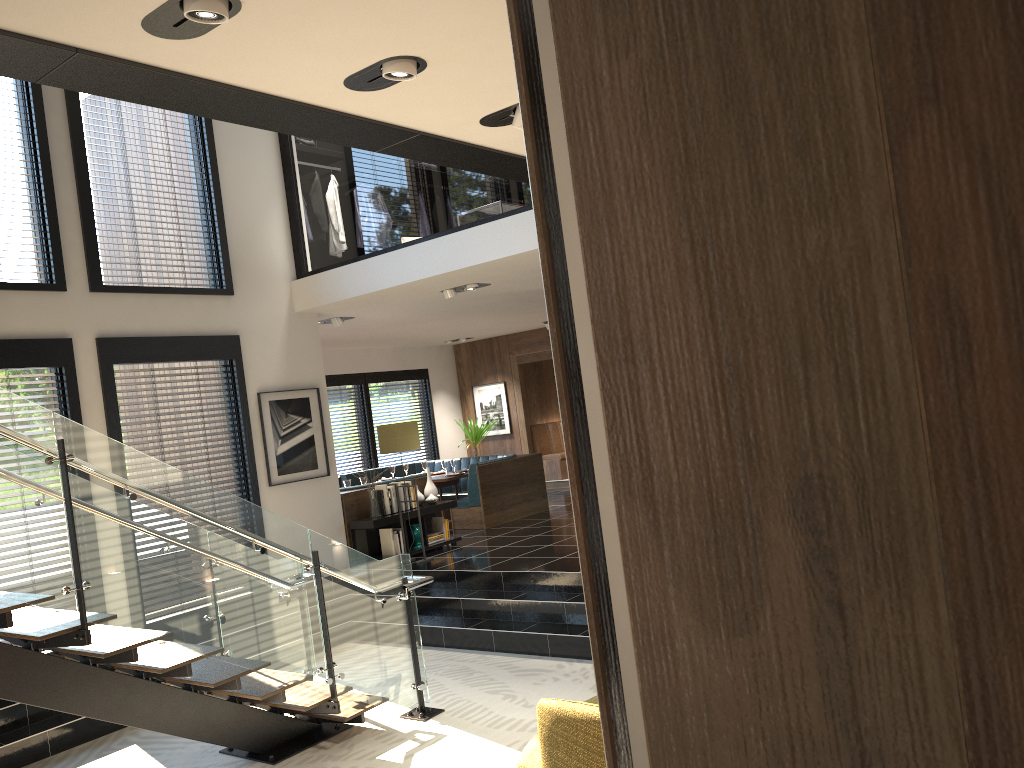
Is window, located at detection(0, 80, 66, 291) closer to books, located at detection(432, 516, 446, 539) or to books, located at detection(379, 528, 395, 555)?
books, located at detection(379, 528, 395, 555)

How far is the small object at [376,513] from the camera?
9.3 meters

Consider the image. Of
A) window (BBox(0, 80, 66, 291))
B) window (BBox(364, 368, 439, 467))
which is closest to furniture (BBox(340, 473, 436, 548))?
window (BBox(0, 80, 66, 291))

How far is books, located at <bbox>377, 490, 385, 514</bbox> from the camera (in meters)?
9.35

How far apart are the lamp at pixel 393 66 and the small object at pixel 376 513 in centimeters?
645cm

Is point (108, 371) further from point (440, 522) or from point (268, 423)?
point (440, 522)

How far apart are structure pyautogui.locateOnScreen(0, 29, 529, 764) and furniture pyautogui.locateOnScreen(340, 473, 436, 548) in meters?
3.3

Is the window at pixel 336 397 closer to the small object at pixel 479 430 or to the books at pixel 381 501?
the small object at pixel 479 430

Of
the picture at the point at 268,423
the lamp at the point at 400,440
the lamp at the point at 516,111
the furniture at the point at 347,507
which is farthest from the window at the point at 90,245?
the lamp at the point at 516,111

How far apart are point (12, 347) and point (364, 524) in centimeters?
367cm
